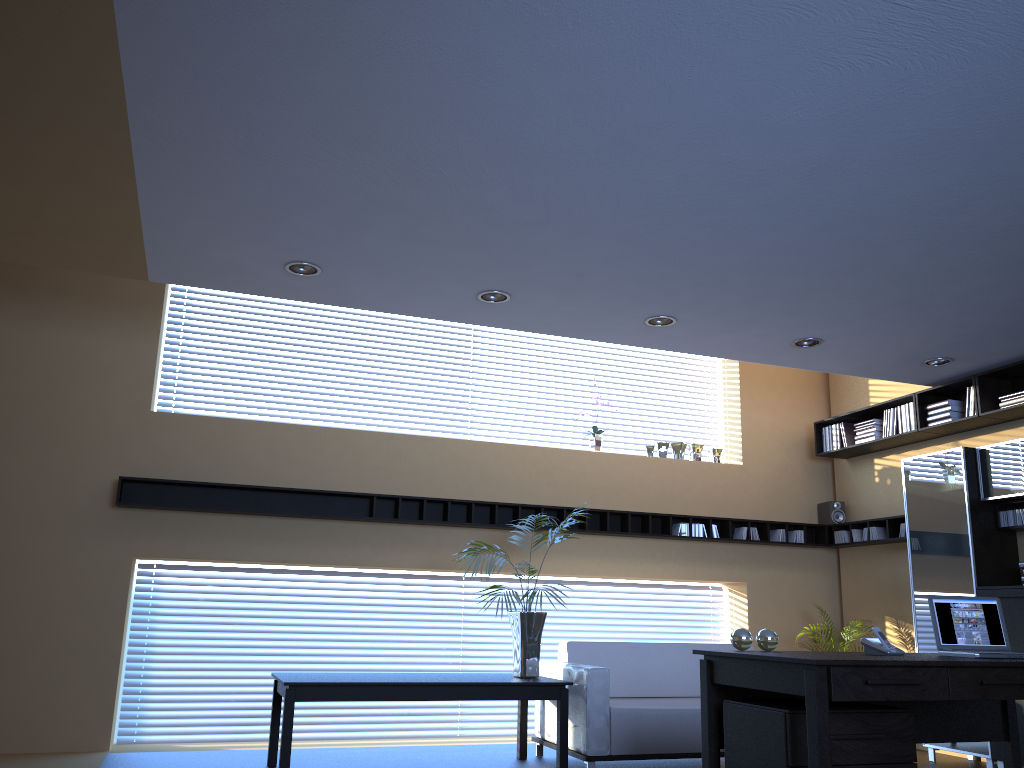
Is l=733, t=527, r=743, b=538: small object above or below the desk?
above

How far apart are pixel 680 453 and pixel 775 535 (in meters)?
1.20

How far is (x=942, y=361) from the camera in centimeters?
685cm

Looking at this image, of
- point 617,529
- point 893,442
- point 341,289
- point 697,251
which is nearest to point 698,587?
point 617,529

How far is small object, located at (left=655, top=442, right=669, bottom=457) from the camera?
8.5 meters

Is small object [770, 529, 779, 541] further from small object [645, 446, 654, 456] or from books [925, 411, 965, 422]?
books [925, 411, 965, 422]

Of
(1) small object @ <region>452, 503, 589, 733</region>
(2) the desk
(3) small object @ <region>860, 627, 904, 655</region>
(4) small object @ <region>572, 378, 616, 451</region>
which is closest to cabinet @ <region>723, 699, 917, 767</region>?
(2) the desk

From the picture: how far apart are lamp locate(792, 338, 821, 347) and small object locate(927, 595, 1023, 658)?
2.5m

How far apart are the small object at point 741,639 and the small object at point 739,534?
4.3m

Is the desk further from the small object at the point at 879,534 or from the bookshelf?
the small object at the point at 879,534
